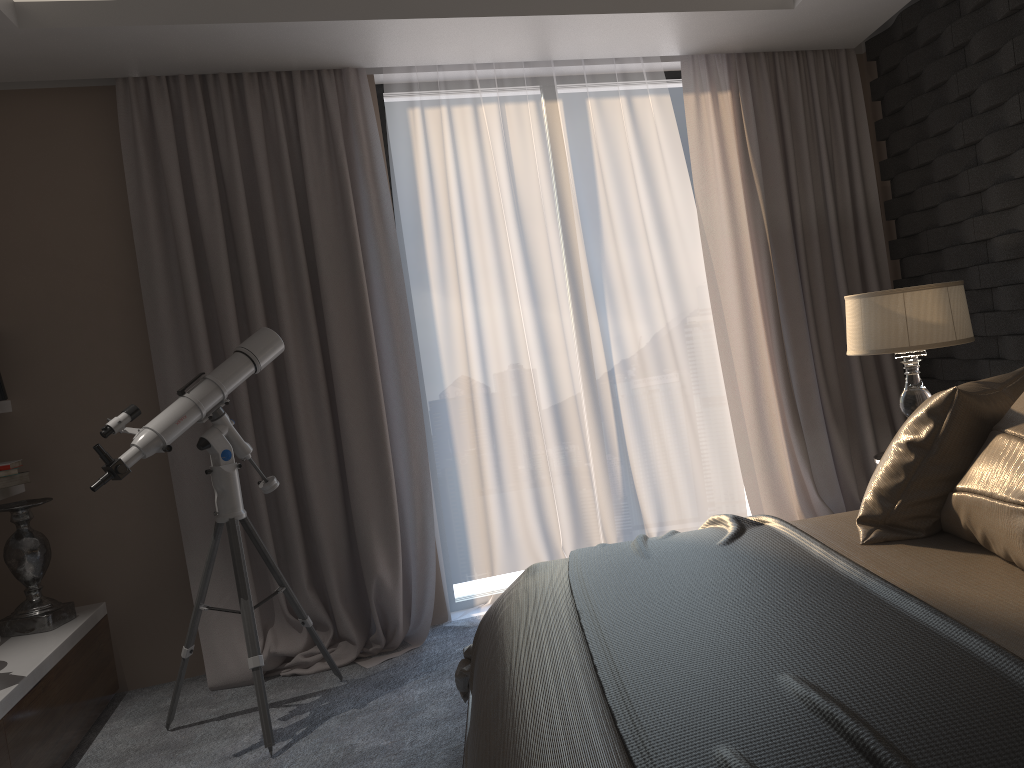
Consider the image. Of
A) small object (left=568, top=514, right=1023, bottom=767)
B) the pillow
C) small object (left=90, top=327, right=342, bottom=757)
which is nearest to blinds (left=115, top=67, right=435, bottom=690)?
small object (left=90, top=327, right=342, bottom=757)

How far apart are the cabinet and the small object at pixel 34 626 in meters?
0.0 m

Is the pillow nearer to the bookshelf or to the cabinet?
the cabinet

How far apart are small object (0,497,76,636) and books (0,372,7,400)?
0.4 meters

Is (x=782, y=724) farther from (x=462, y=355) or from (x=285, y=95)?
(x=285, y=95)

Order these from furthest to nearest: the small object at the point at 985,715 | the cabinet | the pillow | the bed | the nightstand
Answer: the nightstand
the cabinet
the pillow
the bed
the small object at the point at 985,715

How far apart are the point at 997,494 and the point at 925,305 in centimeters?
145cm

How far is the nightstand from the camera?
→ 3.2m

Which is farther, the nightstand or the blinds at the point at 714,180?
the blinds at the point at 714,180

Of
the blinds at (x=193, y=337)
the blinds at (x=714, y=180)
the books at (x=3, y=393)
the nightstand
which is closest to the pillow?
the nightstand
